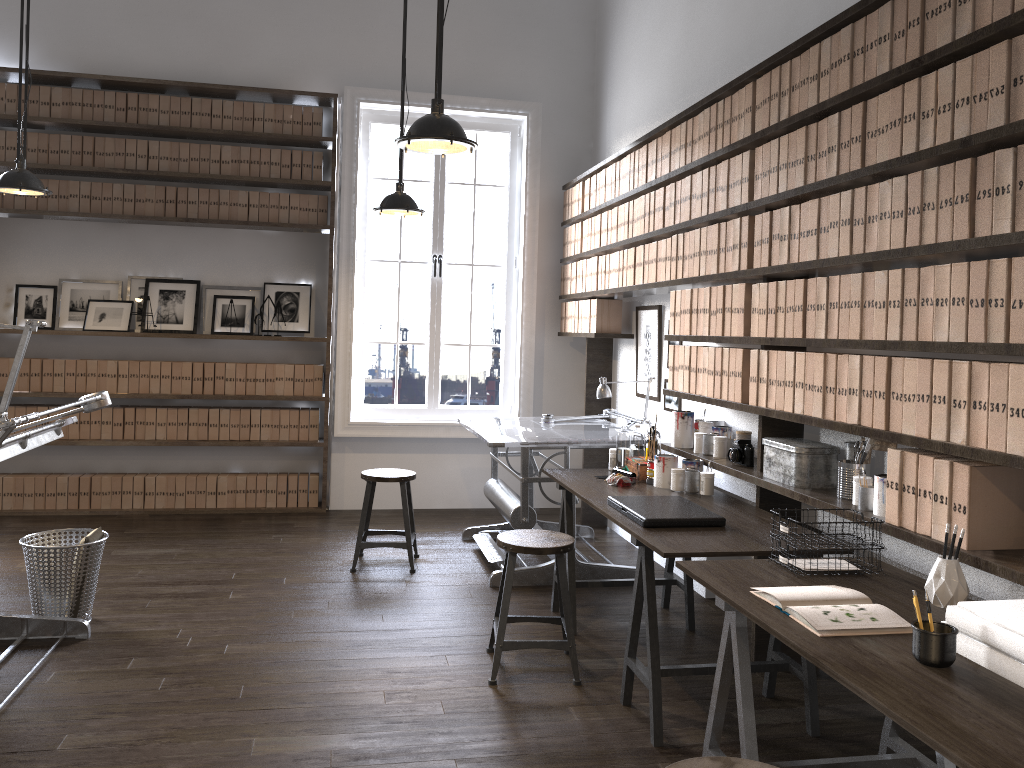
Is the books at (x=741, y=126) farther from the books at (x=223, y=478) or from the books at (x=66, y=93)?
the books at (x=66, y=93)

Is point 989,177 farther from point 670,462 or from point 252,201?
point 252,201

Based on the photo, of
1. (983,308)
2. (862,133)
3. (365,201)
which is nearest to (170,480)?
(365,201)

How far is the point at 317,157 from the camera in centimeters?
631cm

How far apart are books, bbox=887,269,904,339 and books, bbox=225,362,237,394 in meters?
4.8 m

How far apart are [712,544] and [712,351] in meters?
1.2

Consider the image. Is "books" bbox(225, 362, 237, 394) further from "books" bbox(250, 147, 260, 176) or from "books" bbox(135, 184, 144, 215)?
"books" bbox(250, 147, 260, 176)

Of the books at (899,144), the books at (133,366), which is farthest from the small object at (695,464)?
the books at (133,366)

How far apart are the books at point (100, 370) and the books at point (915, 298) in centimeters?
532cm

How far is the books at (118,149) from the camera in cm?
605
